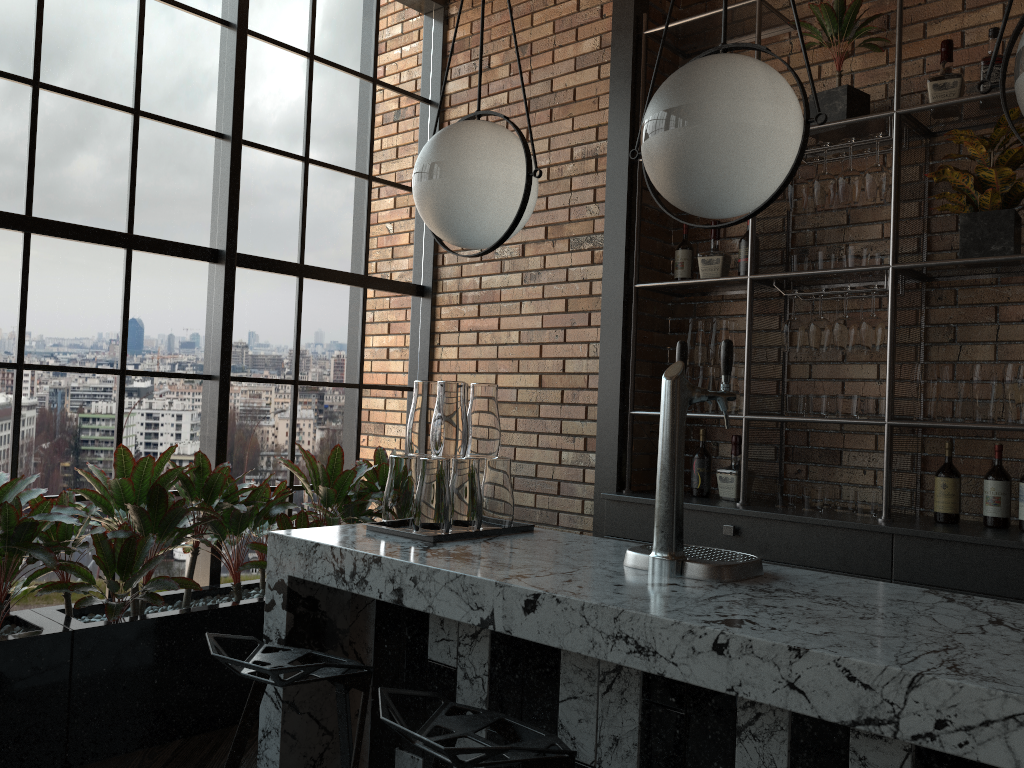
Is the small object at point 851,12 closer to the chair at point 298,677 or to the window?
the window

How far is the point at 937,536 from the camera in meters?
2.9

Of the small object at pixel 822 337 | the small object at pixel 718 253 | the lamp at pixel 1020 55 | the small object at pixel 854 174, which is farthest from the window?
the lamp at pixel 1020 55

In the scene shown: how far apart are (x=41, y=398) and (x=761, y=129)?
2.9m

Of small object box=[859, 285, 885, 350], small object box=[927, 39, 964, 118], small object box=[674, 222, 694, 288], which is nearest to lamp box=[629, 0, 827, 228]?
small object box=[859, 285, 885, 350]

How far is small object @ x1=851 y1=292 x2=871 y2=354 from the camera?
3.50m

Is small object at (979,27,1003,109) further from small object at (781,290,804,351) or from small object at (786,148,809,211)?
small object at (781,290,804,351)

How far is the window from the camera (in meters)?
3.40

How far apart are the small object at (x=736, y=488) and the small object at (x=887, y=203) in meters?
1.1

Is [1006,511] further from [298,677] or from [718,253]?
[298,677]
